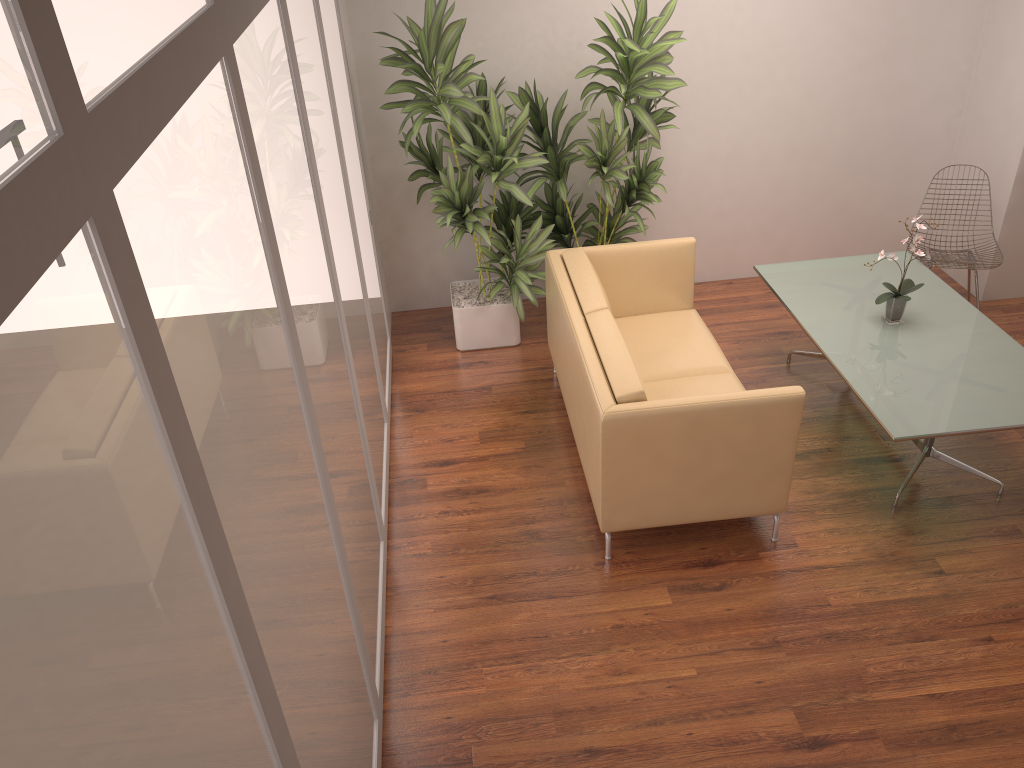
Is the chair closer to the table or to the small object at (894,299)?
the table

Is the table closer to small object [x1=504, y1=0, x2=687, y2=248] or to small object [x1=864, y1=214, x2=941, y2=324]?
small object [x1=864, y1=214, x2=941, y2=324]

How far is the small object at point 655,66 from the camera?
4.9 meters

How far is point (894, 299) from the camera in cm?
453

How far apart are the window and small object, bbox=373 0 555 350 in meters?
0.2

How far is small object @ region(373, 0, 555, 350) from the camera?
4.9m

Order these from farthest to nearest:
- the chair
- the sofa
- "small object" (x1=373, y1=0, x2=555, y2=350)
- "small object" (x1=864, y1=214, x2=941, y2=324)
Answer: the chair < "small object" (x1=373, y1=0, x2=555, y2=350) < "small object" (x1=864, y1=214, x2=941, y2=324) < the sofa

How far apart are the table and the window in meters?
2.2 m

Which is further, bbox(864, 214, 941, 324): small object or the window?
bbox(864, 214, 941, 324): small object

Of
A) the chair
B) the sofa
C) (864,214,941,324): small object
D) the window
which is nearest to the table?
(864,214,941,324): small object
